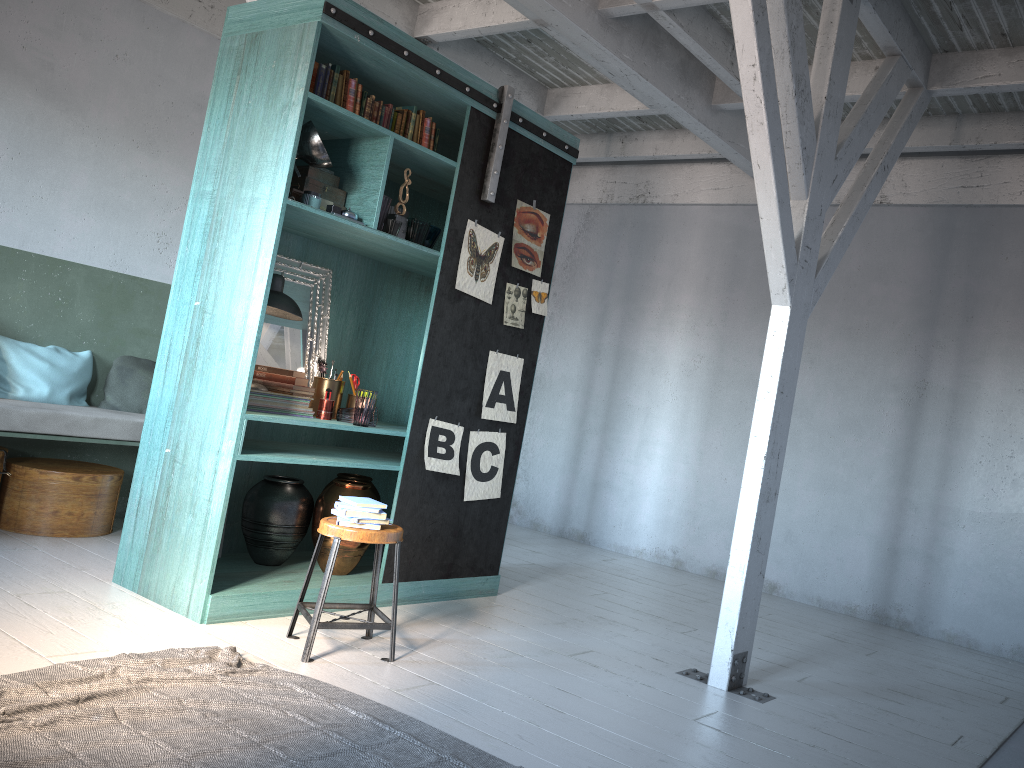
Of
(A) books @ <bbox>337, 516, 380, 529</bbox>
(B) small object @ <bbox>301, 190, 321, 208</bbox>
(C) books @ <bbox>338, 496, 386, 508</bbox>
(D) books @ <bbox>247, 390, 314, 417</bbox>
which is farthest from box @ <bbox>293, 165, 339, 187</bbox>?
(A) books @ <bbox>337, 516, 380, 529</bbox>

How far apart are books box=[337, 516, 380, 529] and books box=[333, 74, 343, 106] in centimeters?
248cm

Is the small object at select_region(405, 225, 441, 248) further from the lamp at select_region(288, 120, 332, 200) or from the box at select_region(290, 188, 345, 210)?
the lamp at select_region(288, 120, 332, 200)

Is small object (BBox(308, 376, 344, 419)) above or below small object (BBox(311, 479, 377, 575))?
above

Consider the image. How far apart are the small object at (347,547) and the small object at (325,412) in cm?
44

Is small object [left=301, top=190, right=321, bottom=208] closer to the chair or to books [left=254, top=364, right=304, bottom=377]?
books [left=254, top=364, right=304, bottom=377]

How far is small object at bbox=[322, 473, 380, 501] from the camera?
5.98m

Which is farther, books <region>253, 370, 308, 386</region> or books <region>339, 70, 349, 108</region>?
books <region>253, 370, 308, 386</region>

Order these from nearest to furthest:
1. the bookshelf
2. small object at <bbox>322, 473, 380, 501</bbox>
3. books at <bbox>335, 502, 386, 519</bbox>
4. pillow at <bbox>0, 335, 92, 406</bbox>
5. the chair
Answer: the chair < books at <bbox>335, 502, 386, 519</bbox> < the bookshelf < small object at <bbox>322, 473, 380, 501</bbox> < pillow at <bbox>0, 335, 92, 406</bbox>

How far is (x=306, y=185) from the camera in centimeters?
520cm
